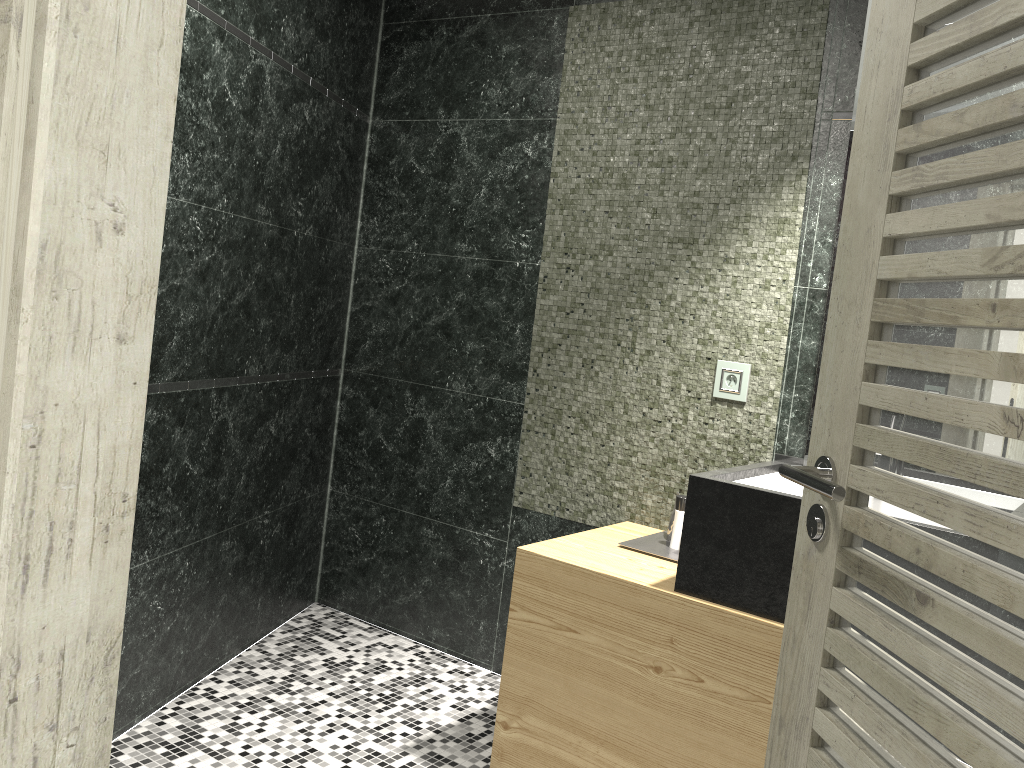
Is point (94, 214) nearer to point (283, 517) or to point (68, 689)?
point (68, 689)

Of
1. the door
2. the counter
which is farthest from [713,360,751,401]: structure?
the door

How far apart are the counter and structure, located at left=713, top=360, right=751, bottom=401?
0.3m

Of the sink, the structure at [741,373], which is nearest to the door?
the sink

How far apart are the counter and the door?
0.69m

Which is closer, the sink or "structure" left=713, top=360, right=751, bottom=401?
the sink

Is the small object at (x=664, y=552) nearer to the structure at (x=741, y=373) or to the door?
the structure at (x=741, y=373)

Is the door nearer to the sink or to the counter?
the counter

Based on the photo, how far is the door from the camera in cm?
70

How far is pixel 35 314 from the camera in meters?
0.7 m
